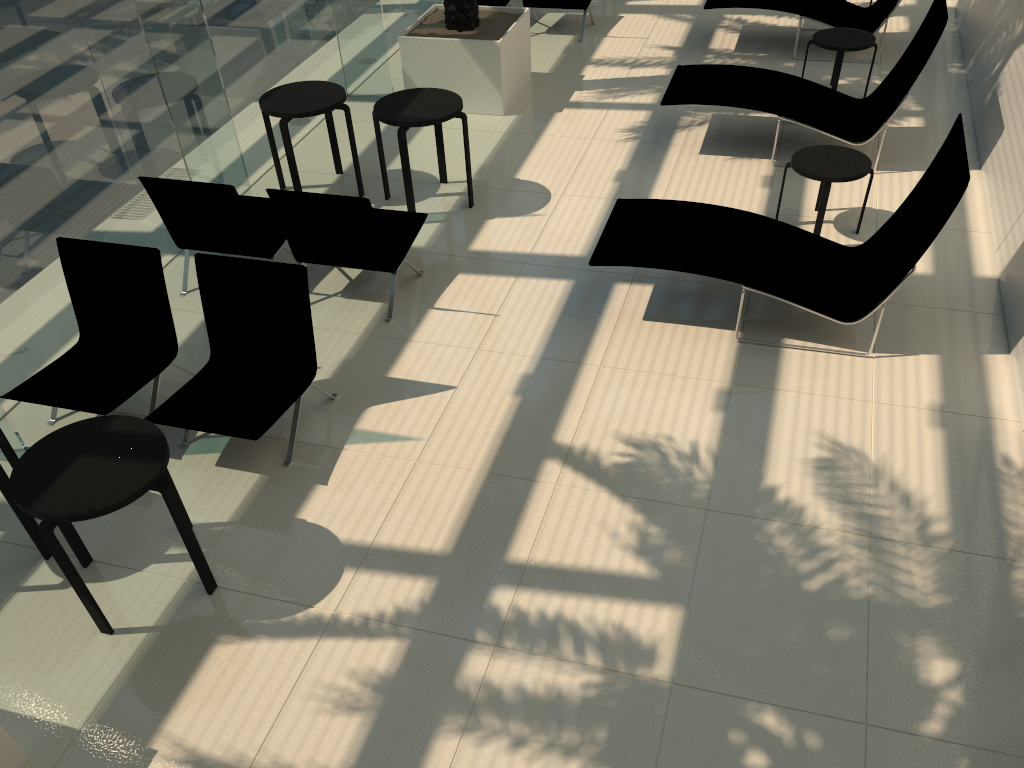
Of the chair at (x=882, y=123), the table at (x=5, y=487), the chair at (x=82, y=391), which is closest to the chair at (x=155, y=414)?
the chair at (x=82, y=391)

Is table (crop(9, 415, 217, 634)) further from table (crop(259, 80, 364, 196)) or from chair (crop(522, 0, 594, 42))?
chair (crop(522, 0, 594, 42))

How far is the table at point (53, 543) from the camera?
3.69m

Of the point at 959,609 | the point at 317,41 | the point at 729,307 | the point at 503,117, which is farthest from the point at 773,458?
the point at 317,41

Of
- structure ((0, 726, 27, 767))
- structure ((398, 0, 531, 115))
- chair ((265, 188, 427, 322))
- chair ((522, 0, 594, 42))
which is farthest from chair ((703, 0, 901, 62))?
structure ((0, 726, 27, 767))

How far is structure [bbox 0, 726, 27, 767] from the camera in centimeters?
346cm

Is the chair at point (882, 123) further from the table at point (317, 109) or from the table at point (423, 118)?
the table at point (317, 109)

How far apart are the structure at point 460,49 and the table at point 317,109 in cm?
152

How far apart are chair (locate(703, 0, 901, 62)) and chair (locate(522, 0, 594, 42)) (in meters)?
1.46

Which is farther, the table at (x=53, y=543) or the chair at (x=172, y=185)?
the chair at (x=172, y=185)
